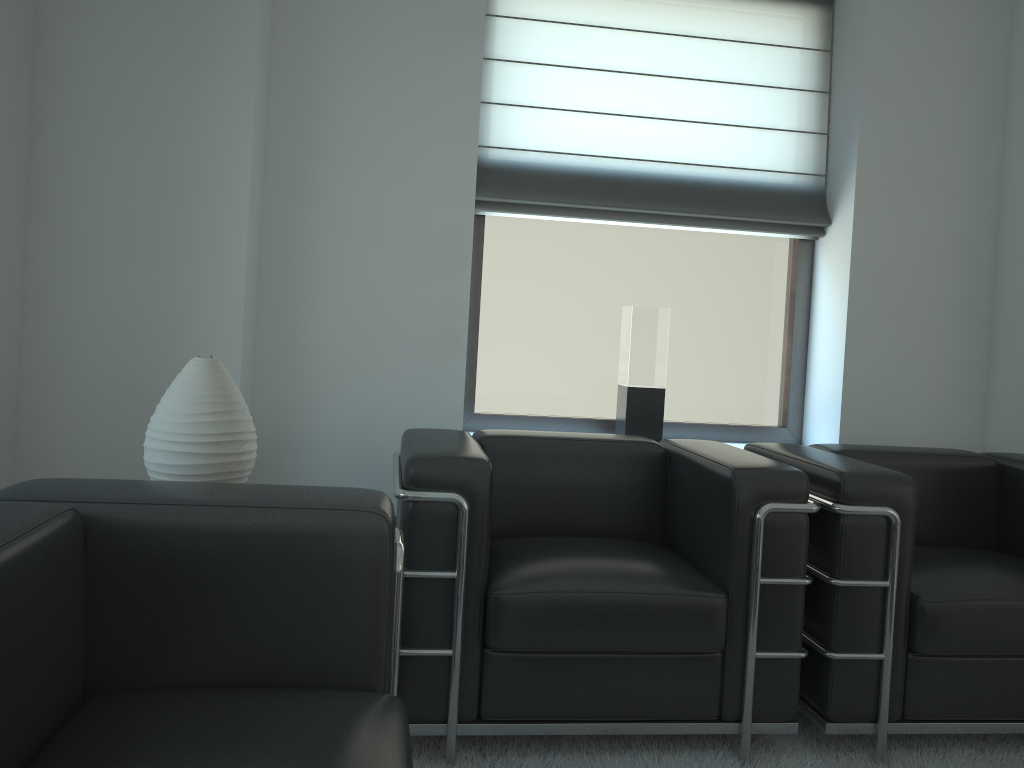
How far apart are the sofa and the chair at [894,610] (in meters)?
1.87

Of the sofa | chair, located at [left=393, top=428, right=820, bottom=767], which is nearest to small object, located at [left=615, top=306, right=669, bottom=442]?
chair, located at [left=393, top=428, right=820, bottom=767]

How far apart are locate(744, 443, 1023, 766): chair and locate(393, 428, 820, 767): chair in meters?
0.1

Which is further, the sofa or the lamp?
the lamp

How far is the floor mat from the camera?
3.4 meters

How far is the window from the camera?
5.22m

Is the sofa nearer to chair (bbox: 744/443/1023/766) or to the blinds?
chair (bbox: 744/443/1023/766)

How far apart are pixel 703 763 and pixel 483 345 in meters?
2.6

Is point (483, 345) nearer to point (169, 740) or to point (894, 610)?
→ point (894, 610)

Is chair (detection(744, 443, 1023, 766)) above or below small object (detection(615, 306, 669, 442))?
below
